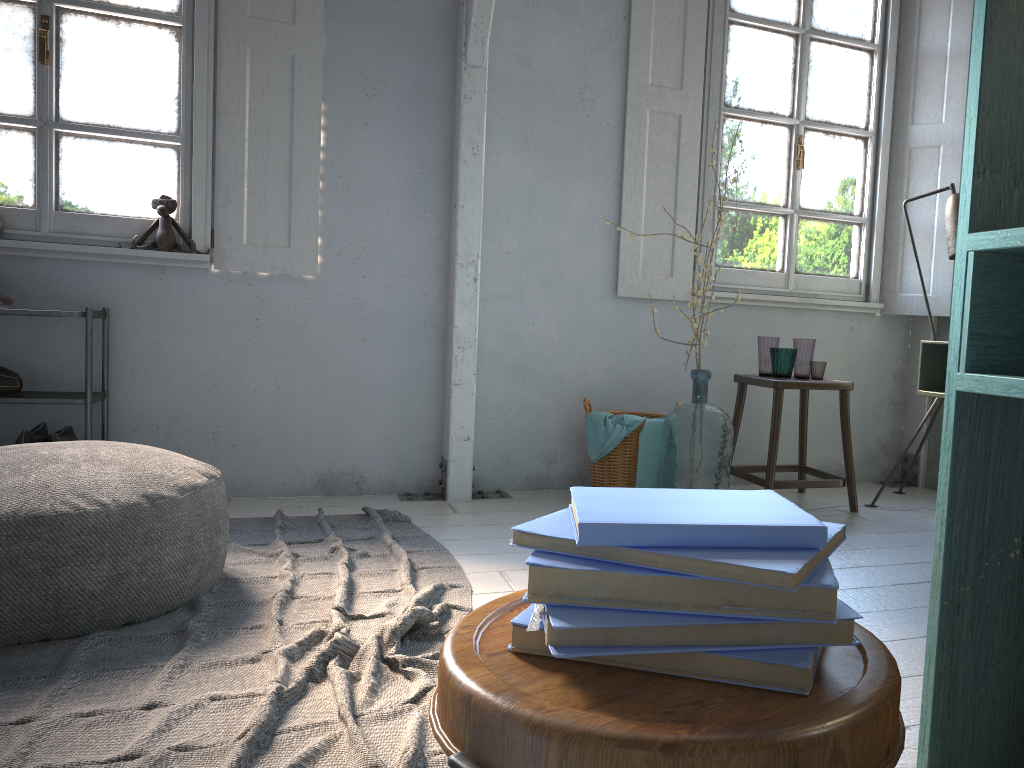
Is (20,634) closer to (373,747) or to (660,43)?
(373,747)

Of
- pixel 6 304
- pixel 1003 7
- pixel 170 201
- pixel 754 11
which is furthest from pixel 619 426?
pixel 1003 7

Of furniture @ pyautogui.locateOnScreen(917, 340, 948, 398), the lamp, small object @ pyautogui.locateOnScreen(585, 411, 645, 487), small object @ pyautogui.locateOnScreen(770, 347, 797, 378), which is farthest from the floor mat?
the lamp

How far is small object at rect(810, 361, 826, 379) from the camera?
4.4m

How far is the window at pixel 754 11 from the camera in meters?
4.9 m

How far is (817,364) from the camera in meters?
4.4 m

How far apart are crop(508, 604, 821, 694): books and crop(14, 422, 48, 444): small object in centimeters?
375cm

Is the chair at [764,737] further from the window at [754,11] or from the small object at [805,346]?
the window at [754,11]

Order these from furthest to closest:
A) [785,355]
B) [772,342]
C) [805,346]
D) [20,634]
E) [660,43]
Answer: [660,43] → [772,342] → [805,346] → [785,355] → [20,634]

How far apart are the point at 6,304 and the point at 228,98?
1.4 meters
